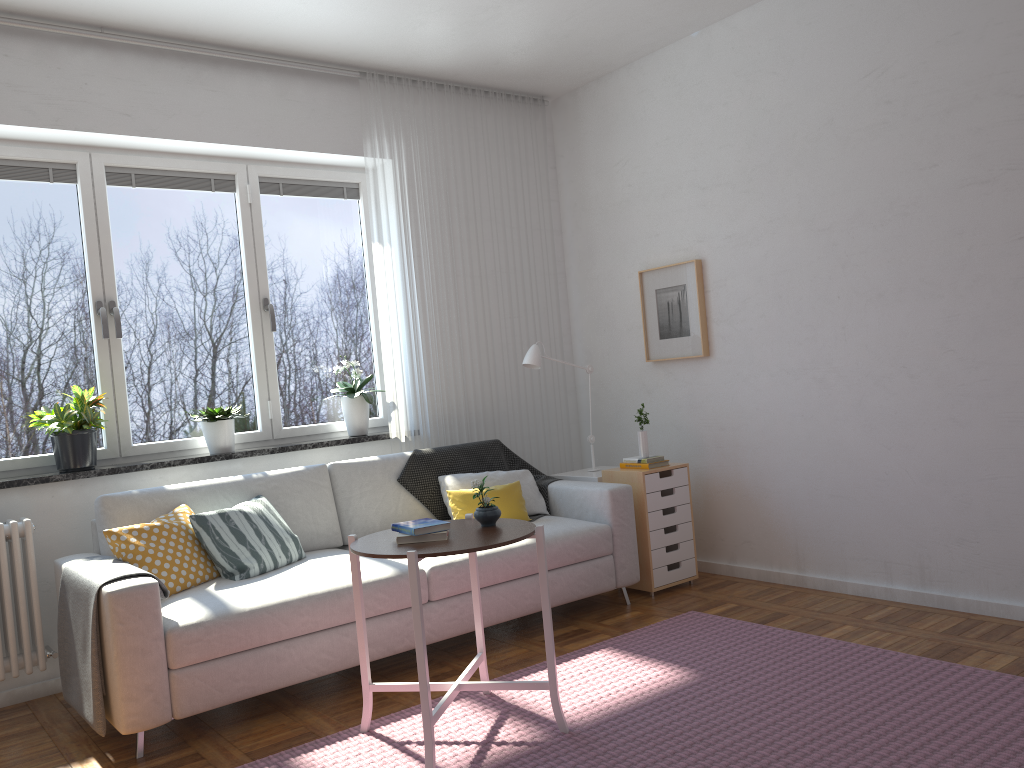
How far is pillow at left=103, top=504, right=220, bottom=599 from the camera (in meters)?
3.39

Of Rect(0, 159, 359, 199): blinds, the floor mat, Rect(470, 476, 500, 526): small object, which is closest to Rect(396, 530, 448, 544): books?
Rect(470, 476, 500, 526): small object

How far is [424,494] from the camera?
4.48m

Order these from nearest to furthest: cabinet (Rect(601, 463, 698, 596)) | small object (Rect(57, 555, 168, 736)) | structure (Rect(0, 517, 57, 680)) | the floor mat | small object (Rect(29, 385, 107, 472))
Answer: the floor mat
small object (Rect(57, 555, 168, 736))
structure (Rect(0, 517, 57, 680))
small object (Rect(29, 385, 107, 472))
cabinet (Rect(601, 463, 698, 596))

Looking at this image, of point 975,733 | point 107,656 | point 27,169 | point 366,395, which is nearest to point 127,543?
point 107,656

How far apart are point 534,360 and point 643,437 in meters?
0.7

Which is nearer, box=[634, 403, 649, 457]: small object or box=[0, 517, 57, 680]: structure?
box=[0, 517, 57, 680]: structure

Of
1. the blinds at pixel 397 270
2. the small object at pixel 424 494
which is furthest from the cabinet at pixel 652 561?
the blinds at pixel 397 270

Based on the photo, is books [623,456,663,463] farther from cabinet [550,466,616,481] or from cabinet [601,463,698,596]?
cabinet [550,466,616,481]

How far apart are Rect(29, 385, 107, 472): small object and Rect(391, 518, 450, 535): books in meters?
1.8
